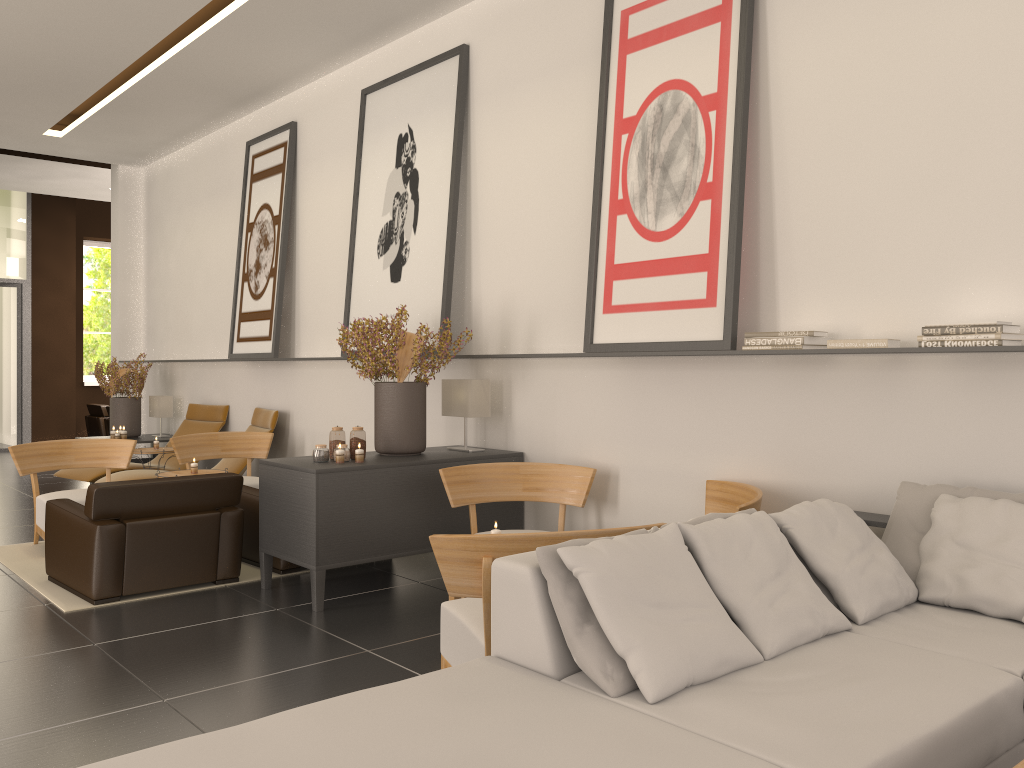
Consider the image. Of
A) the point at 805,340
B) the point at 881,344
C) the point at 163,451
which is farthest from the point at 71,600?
the point at 881,344

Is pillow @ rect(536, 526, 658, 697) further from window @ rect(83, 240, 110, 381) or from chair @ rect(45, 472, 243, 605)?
window @ rect(83, 240, 110, 381)

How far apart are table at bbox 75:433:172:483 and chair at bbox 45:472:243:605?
7.06m

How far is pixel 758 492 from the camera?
6.45m

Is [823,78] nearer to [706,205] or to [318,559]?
[706,205]

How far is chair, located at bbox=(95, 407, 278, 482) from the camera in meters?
12.4 m

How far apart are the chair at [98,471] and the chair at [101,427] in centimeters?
1035cm

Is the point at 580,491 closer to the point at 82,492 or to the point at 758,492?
the point at 758,492

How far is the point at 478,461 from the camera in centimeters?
886cm

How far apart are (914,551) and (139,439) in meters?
13.8 m
